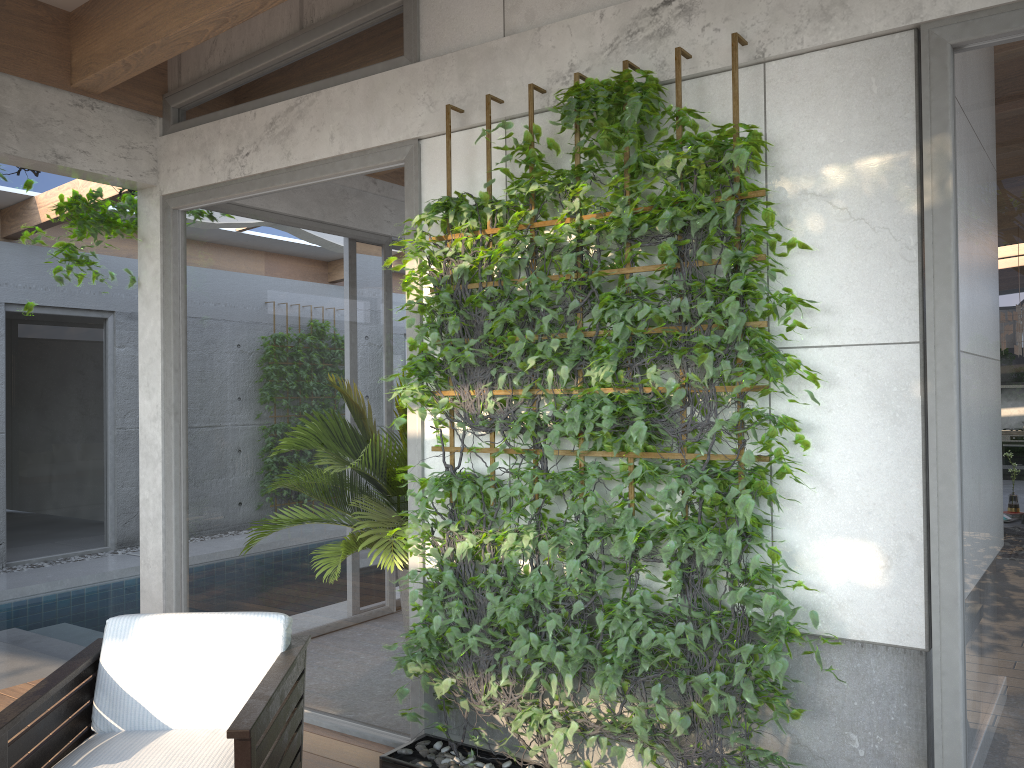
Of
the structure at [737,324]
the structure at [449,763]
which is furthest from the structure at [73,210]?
the structure at [449,763]

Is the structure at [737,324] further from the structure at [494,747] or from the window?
the structure at [494,747]

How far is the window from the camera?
2.6 meters

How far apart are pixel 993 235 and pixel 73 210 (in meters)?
4.31

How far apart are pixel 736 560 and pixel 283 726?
1.58m

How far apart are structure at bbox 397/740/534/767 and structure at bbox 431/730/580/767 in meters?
0.1

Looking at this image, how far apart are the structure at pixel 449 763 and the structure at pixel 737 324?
0.1m

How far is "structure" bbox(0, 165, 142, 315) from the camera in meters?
4.7 m

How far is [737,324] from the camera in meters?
2.9

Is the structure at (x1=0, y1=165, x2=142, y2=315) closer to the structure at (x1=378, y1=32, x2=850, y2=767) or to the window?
the window
